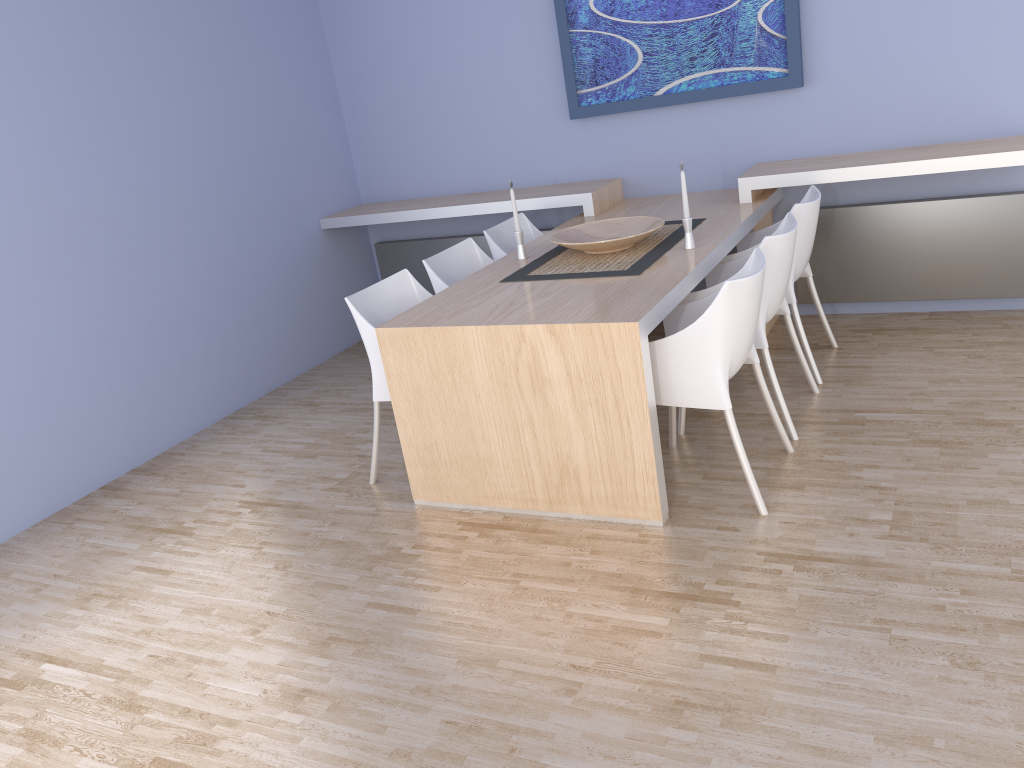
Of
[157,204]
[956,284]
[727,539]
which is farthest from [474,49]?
[727,539]

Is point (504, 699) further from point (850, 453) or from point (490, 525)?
point (850, 453)

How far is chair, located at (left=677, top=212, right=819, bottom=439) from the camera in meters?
3.3 m

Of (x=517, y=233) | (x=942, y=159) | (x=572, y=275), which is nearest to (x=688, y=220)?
(x=572, y=275)

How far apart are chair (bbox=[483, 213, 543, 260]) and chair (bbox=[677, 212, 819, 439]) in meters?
1.1

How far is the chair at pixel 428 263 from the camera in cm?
397

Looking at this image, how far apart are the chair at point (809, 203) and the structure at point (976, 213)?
0.5m

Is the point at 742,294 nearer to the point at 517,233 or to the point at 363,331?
the point at 517,233

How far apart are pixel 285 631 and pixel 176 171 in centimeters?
276cm

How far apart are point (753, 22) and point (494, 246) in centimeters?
169cm
